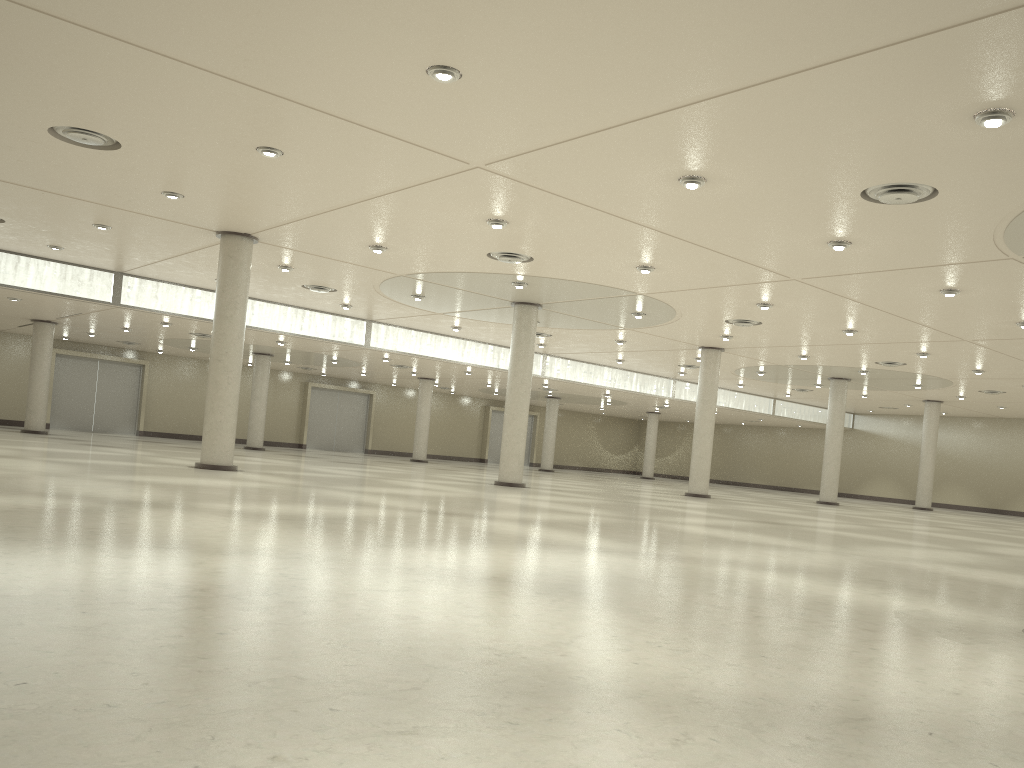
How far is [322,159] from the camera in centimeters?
3393cm
